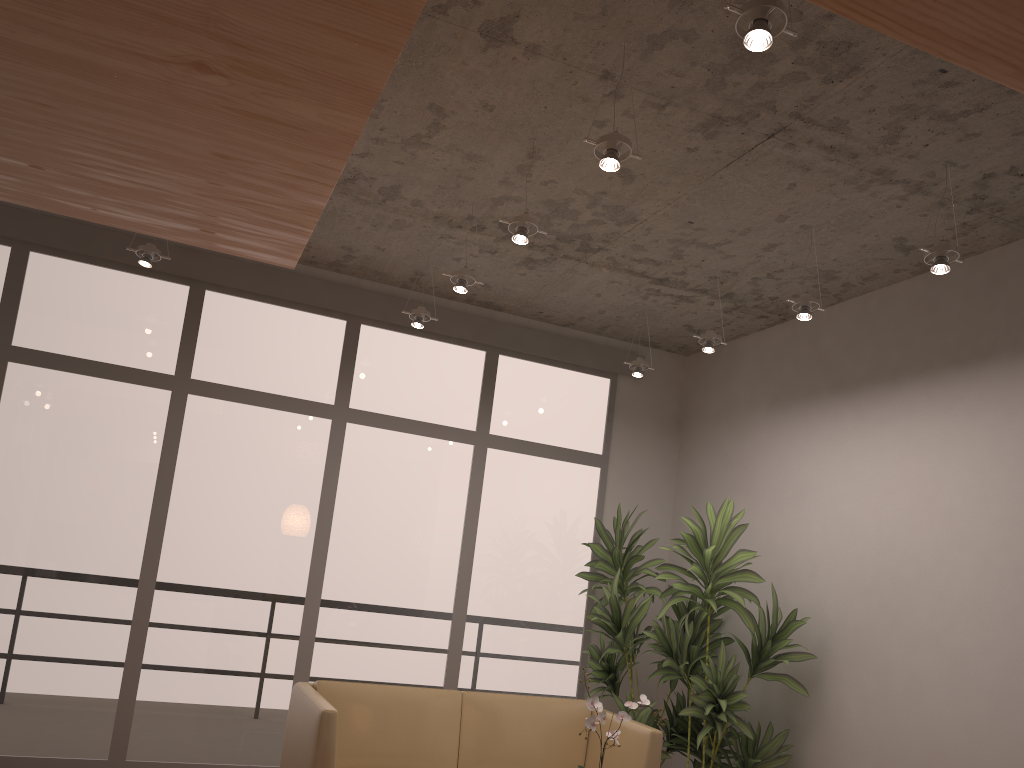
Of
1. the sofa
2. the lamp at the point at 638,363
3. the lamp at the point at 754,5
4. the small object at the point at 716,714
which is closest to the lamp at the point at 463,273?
the lamp at the point at 638,363

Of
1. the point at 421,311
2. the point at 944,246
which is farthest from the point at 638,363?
the point at 944,246

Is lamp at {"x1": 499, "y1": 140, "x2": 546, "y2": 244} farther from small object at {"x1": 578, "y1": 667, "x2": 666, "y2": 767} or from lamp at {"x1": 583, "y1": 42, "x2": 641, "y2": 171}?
small object at {"x1": 578, "y1": 667, "x2": 666, "y2": 767}

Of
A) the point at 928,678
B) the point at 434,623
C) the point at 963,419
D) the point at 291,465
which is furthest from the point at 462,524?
the point at 963,419

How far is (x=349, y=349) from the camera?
6.0 meters

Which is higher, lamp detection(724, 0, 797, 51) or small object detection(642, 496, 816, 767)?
lamp detection(724, 0, 797, 51)

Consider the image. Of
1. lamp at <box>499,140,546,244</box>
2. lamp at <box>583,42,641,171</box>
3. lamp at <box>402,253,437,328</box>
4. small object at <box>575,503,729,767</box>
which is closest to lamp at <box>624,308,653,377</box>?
small object at <box>575,503,729,767</box>

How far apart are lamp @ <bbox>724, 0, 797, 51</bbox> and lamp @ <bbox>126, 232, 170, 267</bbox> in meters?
3.5 m

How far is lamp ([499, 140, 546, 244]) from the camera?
3.9 meters

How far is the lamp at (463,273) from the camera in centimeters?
462cm
